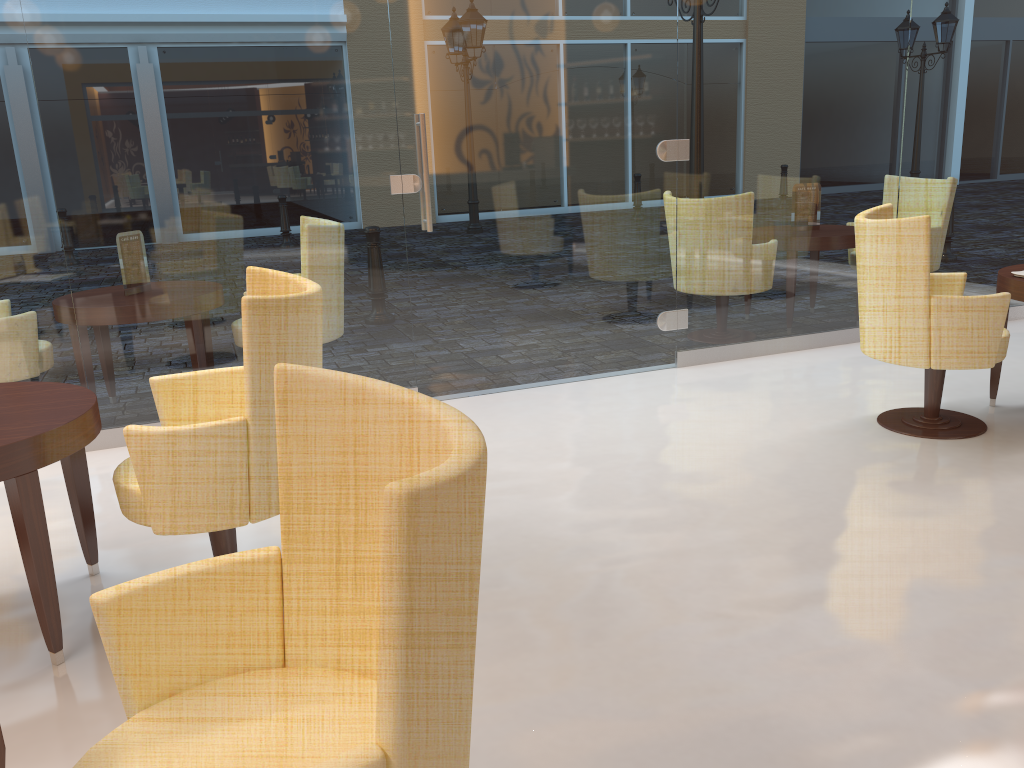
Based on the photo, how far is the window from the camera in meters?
4.1

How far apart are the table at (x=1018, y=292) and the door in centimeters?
174cm

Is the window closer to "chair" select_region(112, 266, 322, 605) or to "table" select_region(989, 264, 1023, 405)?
"table" select_region(989, 264, 1023, 405)

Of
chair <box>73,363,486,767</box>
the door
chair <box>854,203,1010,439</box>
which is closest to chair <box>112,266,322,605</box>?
chair <box>73,363,486,767</box>

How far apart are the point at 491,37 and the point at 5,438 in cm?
323

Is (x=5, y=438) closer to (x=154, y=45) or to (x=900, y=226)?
(x=154, y=45)

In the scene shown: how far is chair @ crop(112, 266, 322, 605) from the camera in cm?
243

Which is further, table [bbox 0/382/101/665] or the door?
the door

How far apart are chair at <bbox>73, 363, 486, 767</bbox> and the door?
3.22m

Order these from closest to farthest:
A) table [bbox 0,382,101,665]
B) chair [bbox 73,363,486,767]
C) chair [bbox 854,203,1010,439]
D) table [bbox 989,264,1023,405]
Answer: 1. chair [bbox 73,363,486,767]
2. table [bbox 0,382,101,665]
3. chair [bbox 854,203,1010,439]
4. table [bbox 989,264,1023,405]
